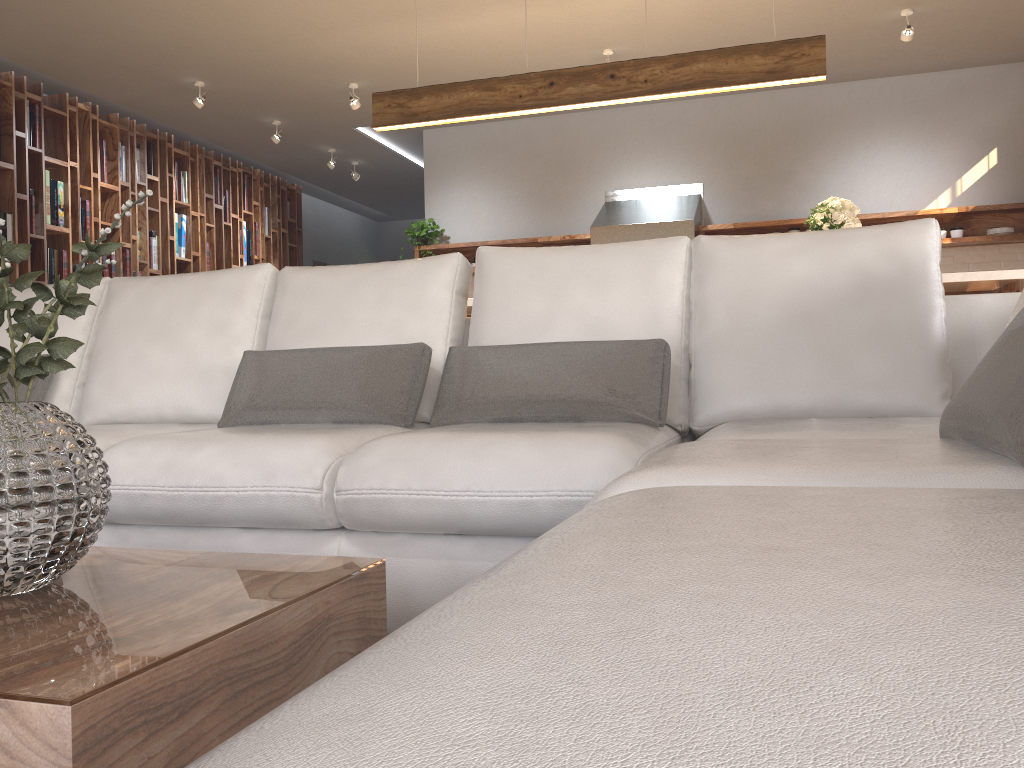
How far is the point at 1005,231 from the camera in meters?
6.2 m

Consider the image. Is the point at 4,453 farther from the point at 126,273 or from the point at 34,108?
the point at 126,273

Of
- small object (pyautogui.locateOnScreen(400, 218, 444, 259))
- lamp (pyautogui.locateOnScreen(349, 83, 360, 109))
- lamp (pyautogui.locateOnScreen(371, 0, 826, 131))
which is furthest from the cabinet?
small object (pyautogui.locateOnScreen(400, 218, 444, 259))

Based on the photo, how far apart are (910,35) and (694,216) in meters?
1.8 m

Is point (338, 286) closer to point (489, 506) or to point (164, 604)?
point (489, 506)

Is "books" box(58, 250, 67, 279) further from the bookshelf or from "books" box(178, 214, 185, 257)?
"books" box(178, 214, 185, 257)

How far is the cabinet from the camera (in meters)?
3.60

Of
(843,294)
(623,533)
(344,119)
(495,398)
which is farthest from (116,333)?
(344,119)

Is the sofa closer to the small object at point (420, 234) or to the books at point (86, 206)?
the books at point (86, 206)

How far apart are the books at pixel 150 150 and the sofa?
4.6m
